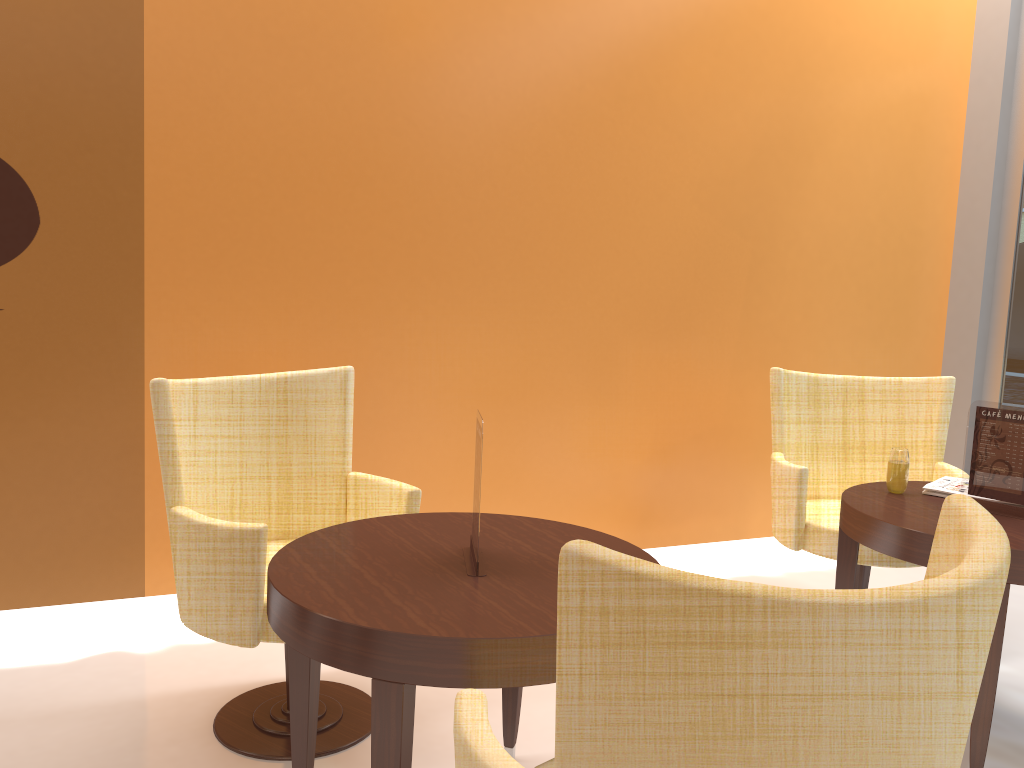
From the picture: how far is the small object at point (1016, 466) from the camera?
2.64m

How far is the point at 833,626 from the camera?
0.93m

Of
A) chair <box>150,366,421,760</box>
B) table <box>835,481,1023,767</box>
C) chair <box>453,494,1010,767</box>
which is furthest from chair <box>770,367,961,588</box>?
chair <box>453,494,1010,767</box>

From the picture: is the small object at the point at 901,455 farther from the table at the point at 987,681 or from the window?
the window

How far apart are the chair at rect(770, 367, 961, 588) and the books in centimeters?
36cm

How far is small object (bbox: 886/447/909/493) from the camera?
2.9m

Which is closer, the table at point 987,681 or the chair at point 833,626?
the chair at point 833,626

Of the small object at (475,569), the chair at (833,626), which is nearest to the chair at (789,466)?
the small object at (475,569)

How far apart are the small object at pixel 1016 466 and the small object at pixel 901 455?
0.2m

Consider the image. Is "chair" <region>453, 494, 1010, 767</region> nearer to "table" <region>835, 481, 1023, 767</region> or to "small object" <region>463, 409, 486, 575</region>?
"small object" <region>463, 409, 486, 575</region>
